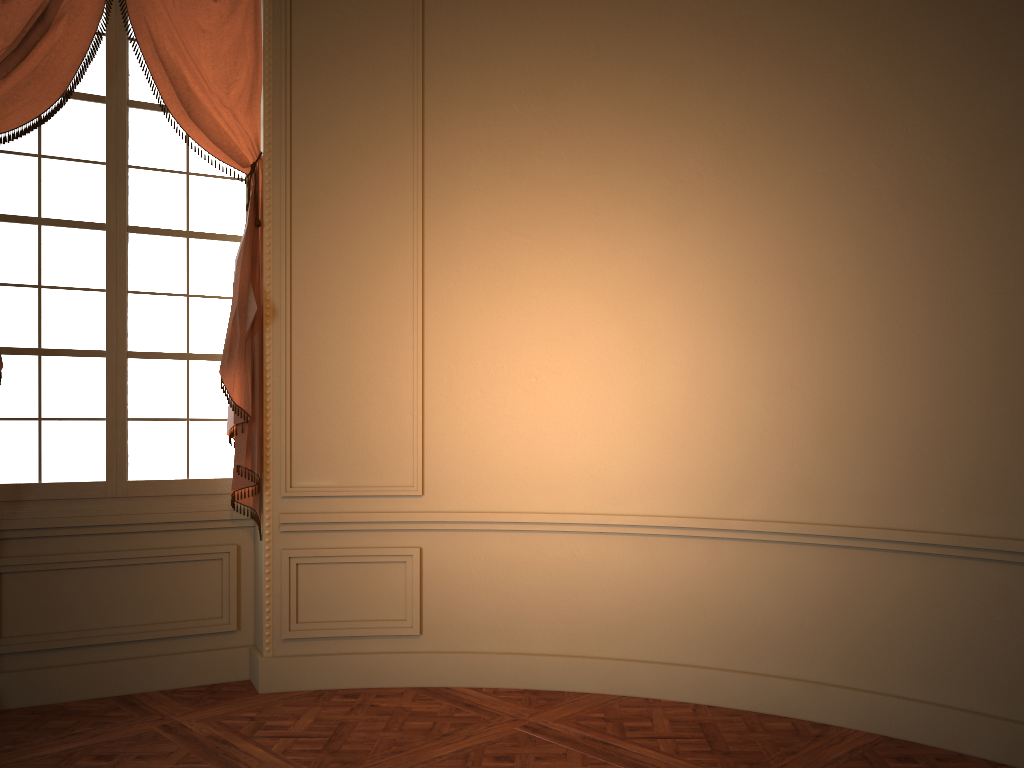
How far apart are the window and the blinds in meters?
0.1

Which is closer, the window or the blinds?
the blinds

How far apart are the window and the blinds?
0.1m

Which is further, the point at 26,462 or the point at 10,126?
the point at 26,462

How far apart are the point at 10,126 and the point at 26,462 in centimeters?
154cm

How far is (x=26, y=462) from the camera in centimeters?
419cm

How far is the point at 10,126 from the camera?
3.98m

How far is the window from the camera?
4.2m

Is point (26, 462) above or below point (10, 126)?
below

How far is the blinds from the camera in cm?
398
